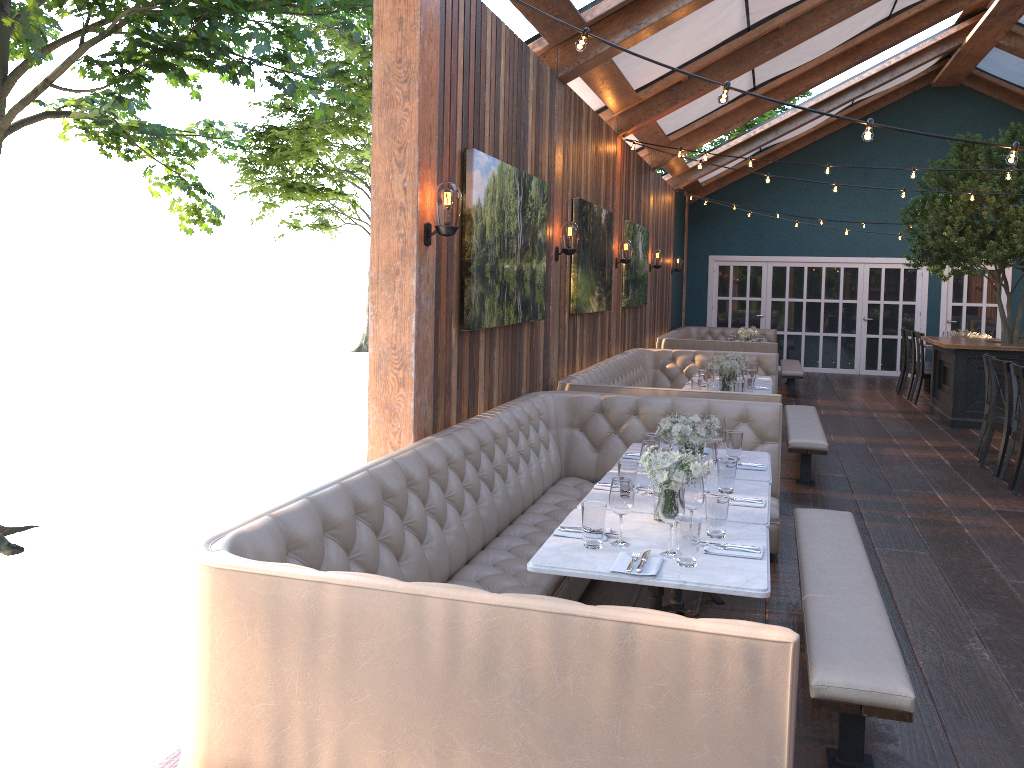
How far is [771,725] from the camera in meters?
2.0

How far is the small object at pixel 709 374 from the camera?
7.54m

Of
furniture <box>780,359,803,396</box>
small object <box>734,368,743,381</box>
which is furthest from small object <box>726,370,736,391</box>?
furniture <box>780,359,803,396</box>

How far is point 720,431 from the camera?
4.8m

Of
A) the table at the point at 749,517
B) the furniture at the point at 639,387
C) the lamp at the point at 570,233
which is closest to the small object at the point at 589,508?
the table at the point at 749,517

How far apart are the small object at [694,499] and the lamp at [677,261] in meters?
11.8 m

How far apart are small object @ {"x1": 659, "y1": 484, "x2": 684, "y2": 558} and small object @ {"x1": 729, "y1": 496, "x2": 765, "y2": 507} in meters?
0.9

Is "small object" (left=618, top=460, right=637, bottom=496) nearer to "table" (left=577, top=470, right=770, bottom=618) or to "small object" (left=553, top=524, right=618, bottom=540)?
"table" (left=577, top=470, right=770, bottom=618)

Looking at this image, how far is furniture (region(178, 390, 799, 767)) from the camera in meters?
2.0

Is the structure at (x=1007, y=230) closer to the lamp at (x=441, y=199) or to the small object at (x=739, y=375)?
the small object at (x=739, y=375)
